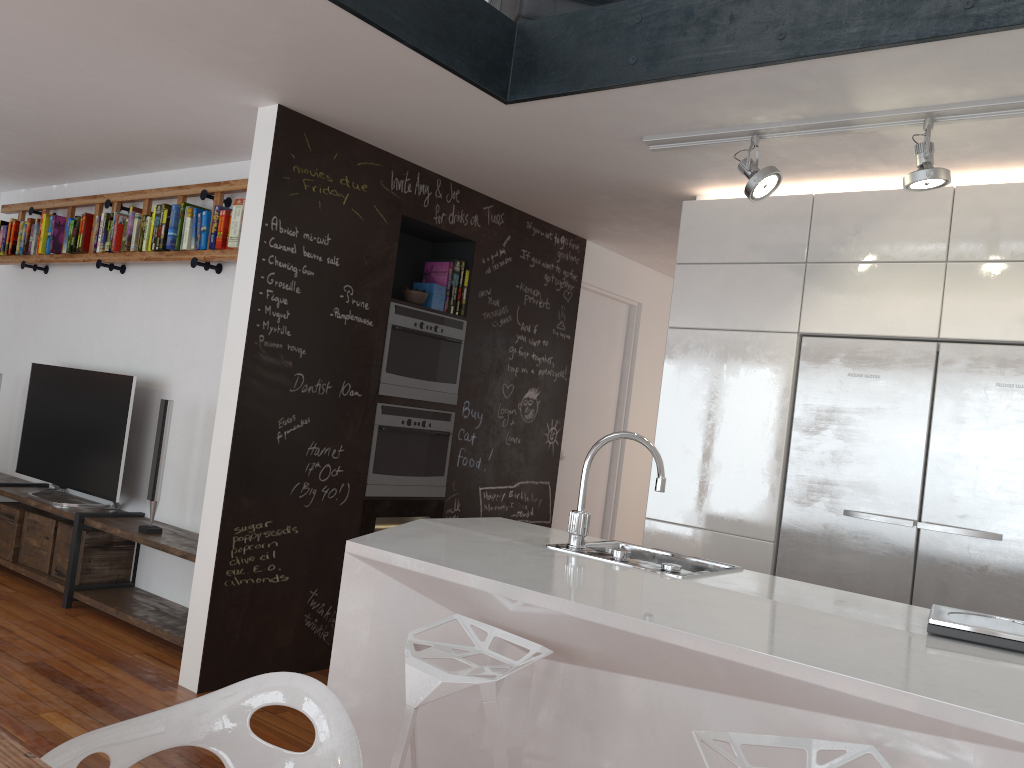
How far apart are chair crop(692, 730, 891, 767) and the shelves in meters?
3.1

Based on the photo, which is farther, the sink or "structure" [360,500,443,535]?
"structure" [360,500,443,535]

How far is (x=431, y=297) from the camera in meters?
4.7 m

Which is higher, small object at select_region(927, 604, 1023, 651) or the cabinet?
the cabinet

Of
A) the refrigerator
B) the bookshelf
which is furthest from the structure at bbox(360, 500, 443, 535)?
the refrigerator

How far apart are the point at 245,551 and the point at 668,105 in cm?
252

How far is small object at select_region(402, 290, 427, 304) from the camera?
4.5 meters

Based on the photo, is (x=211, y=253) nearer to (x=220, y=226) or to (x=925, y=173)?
(x=220, y=226)

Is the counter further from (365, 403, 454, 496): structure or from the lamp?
the lamp

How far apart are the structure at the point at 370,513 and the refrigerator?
1.8 meters
